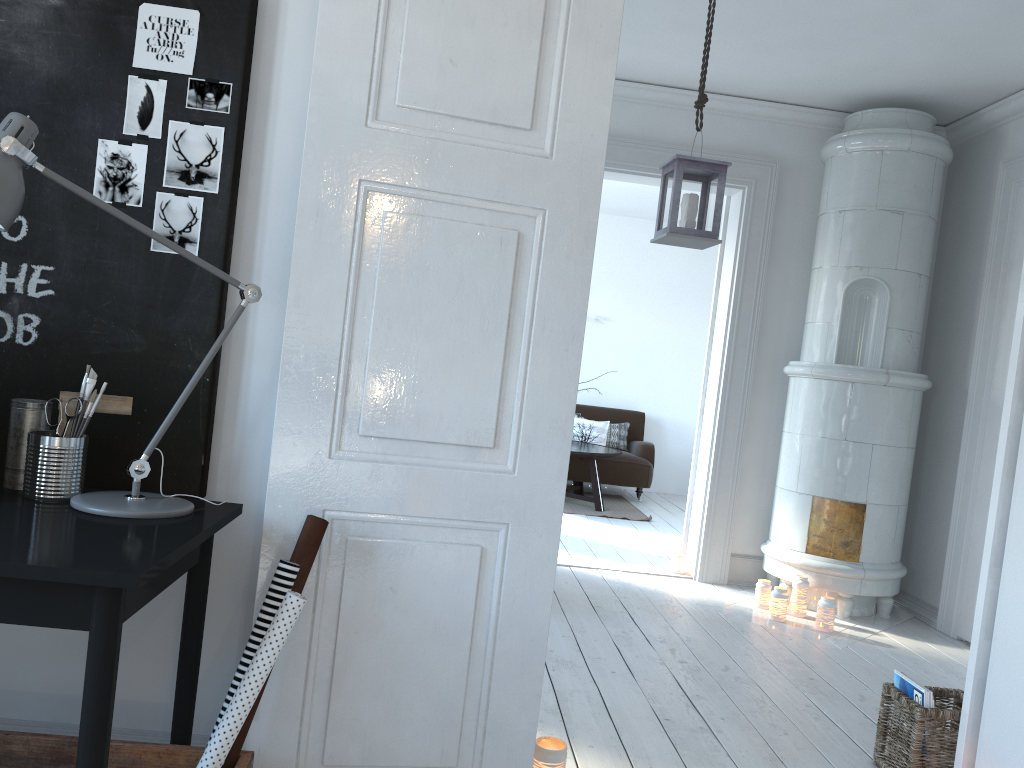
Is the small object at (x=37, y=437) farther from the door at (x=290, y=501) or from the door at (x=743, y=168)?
the door at (x=743, y=168)

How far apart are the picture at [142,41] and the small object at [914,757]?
2.62m

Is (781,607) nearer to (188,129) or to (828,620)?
(828,620)

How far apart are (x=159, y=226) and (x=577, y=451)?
5.6 meters

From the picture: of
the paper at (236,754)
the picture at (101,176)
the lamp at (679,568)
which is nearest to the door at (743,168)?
the lamp at (679,568)

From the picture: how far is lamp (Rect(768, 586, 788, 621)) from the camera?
4.5m

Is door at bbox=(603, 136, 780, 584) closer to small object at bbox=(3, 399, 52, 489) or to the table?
the table

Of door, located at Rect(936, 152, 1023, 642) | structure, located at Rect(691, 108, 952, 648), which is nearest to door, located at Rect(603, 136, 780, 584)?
structure, located at Rect(691, 108, 952, 648)

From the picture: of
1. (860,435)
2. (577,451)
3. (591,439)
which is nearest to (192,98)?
(860,435)

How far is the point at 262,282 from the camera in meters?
2.1
